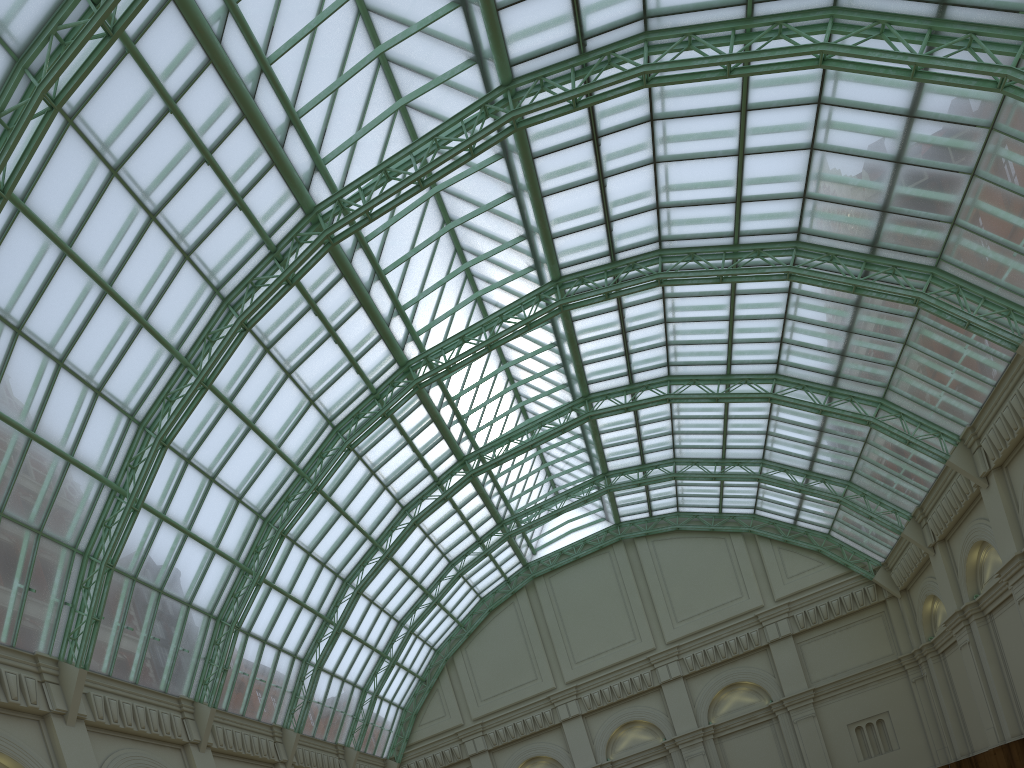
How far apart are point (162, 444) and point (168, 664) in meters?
9.4

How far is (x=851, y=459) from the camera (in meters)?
45.99
